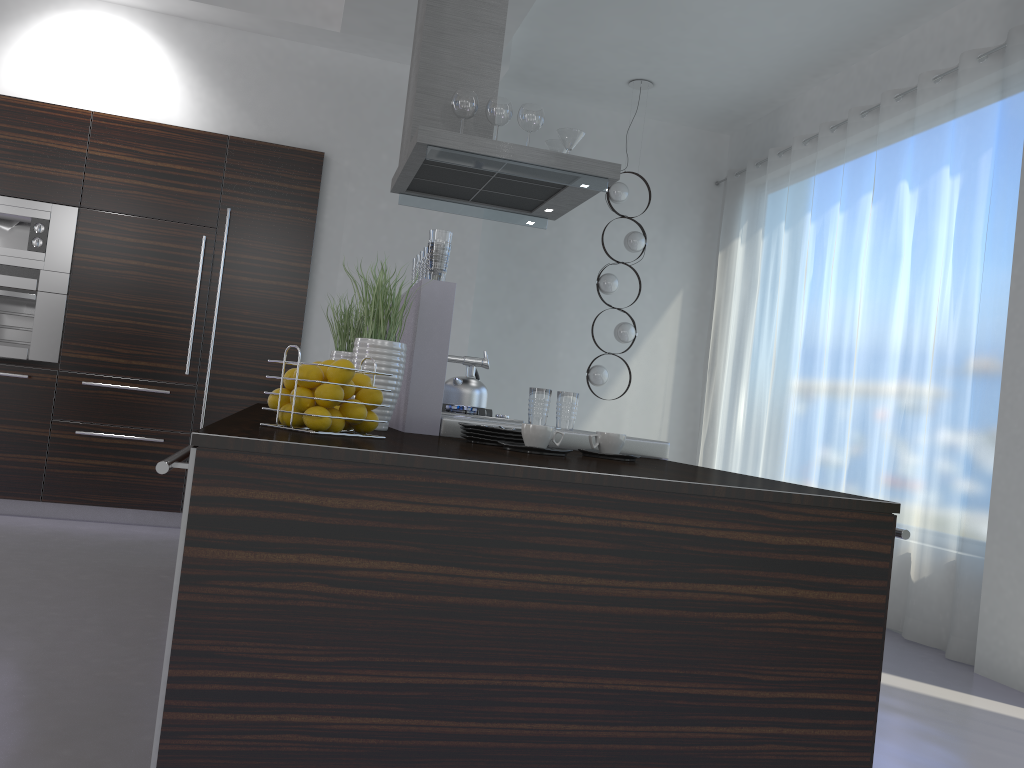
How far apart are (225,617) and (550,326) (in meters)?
5.83

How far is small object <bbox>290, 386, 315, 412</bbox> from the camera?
1.82m

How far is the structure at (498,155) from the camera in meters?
3.8 m

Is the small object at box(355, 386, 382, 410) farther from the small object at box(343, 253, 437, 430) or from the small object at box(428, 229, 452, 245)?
the small object at box(428, 229, 452, 245)

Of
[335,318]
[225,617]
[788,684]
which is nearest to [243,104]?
[335,318]

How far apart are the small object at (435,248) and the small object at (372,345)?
0.2 meters

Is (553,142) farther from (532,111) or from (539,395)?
(539,395)

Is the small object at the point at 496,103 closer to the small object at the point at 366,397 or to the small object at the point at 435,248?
the small object at the point at 435,248

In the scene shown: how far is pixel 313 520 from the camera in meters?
1.4 m

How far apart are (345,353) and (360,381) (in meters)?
Answer: 1.35
